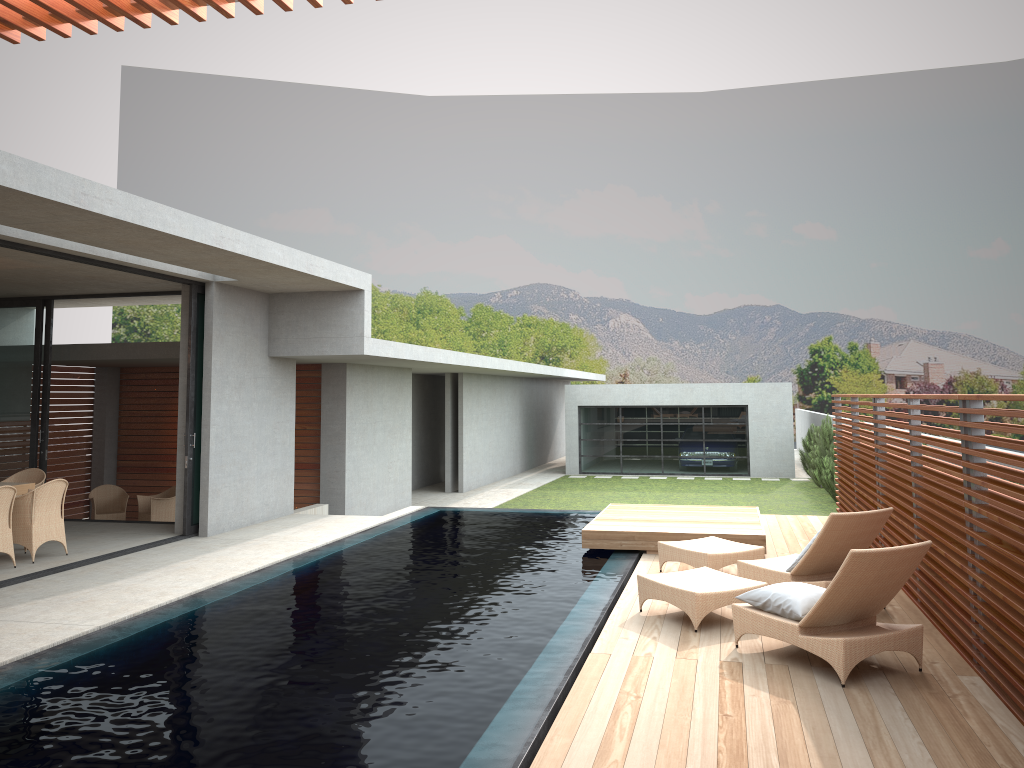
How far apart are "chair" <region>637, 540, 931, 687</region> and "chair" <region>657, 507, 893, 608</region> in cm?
49

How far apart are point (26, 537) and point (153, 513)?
5.1m

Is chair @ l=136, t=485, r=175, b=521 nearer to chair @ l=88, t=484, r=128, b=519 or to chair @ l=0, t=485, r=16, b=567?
chair @ l=88, t=484, r=128, b=519

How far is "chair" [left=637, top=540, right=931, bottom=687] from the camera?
5.5 meters

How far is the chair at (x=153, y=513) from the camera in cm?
1458

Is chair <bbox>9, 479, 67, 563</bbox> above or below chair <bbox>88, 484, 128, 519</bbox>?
above

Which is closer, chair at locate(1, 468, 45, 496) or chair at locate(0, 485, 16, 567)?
chair at locate(0, 485, 16, 567)

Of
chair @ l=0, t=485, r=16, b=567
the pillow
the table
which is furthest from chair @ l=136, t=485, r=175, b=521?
the pillow

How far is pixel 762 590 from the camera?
6.2 meters

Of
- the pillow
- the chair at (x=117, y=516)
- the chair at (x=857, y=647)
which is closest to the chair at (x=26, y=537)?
the chair at (x=117, y=516)
